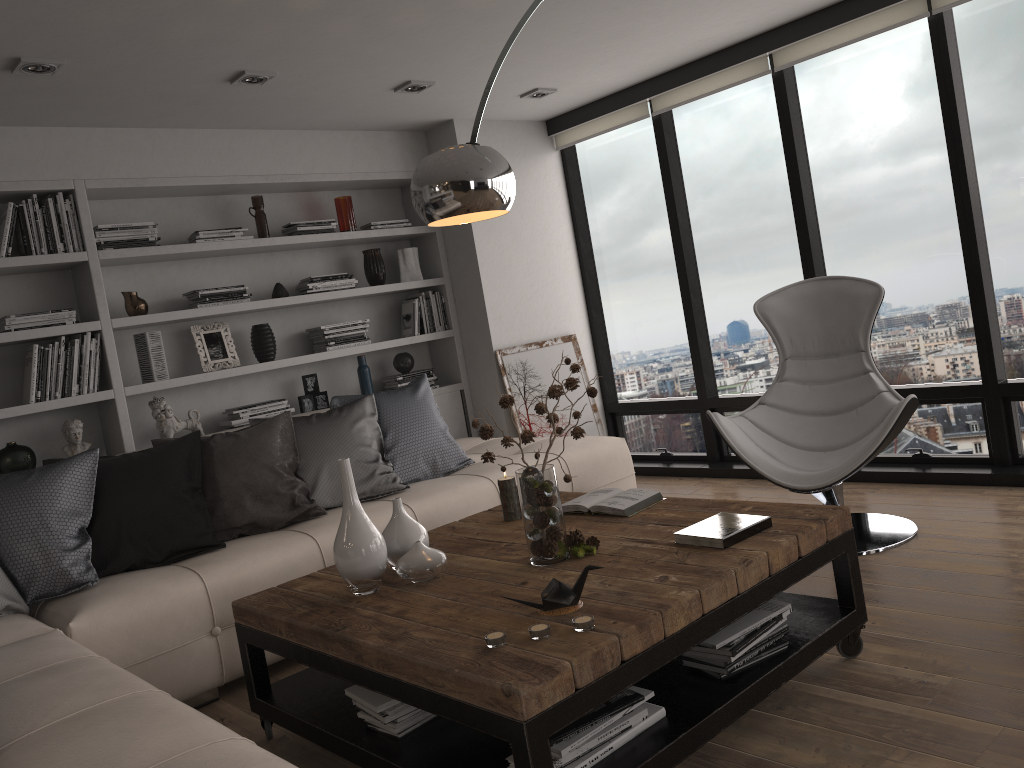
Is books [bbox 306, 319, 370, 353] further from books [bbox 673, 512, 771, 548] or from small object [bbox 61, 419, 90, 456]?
books [bbox 673, 512, 771, 548]

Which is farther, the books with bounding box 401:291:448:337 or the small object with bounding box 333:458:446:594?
the books with bounding box 401:291:448:337

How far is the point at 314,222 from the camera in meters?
5.1 m

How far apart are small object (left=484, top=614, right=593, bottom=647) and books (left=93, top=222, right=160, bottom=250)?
3.3m

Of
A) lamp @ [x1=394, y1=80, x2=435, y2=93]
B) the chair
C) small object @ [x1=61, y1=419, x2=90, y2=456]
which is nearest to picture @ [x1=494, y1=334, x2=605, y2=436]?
lamp @ [x1=394, y1=80, x2=435, y2=93]

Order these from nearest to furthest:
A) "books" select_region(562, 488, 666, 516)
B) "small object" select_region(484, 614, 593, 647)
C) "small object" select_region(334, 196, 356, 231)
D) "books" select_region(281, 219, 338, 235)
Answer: "small object" select_region(484, 614, 593, 647)
"books" select_region(562, 488, 666, 516)
"books" select_region(281, 219, 338, 235)
"small object" select_region(334, 196, 356, 231)

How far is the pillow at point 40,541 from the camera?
3.1m

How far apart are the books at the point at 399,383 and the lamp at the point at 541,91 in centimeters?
180cm

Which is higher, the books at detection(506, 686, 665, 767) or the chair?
the chair

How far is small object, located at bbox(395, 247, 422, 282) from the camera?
5.6 meters
